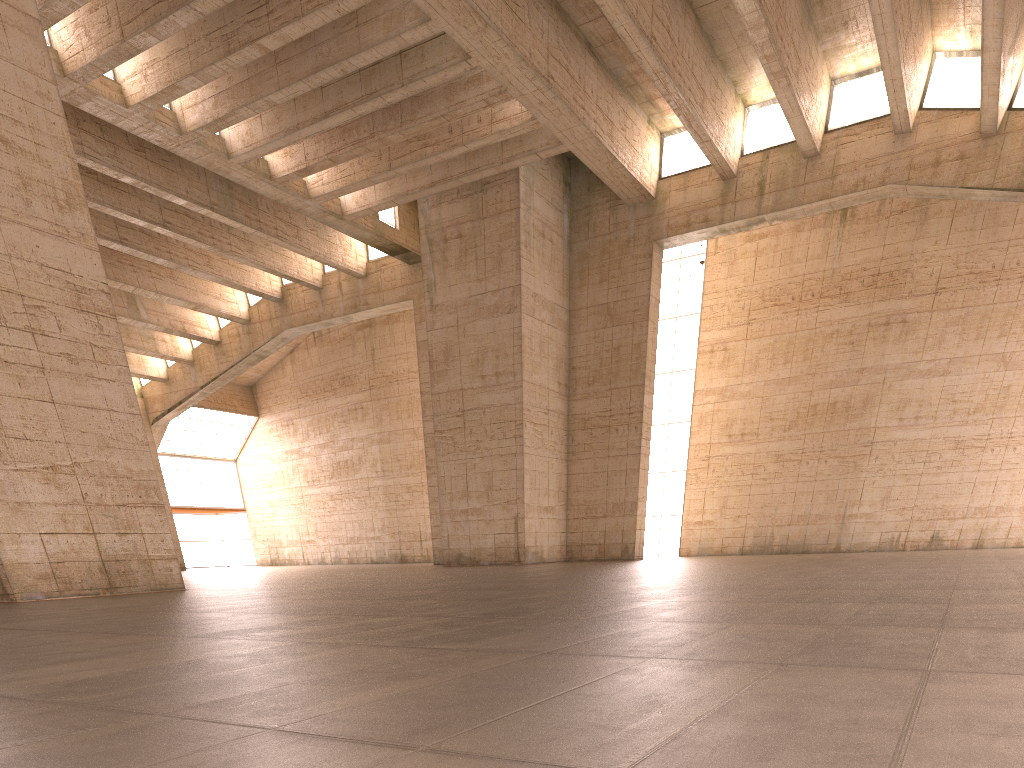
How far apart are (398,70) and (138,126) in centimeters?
885cm
